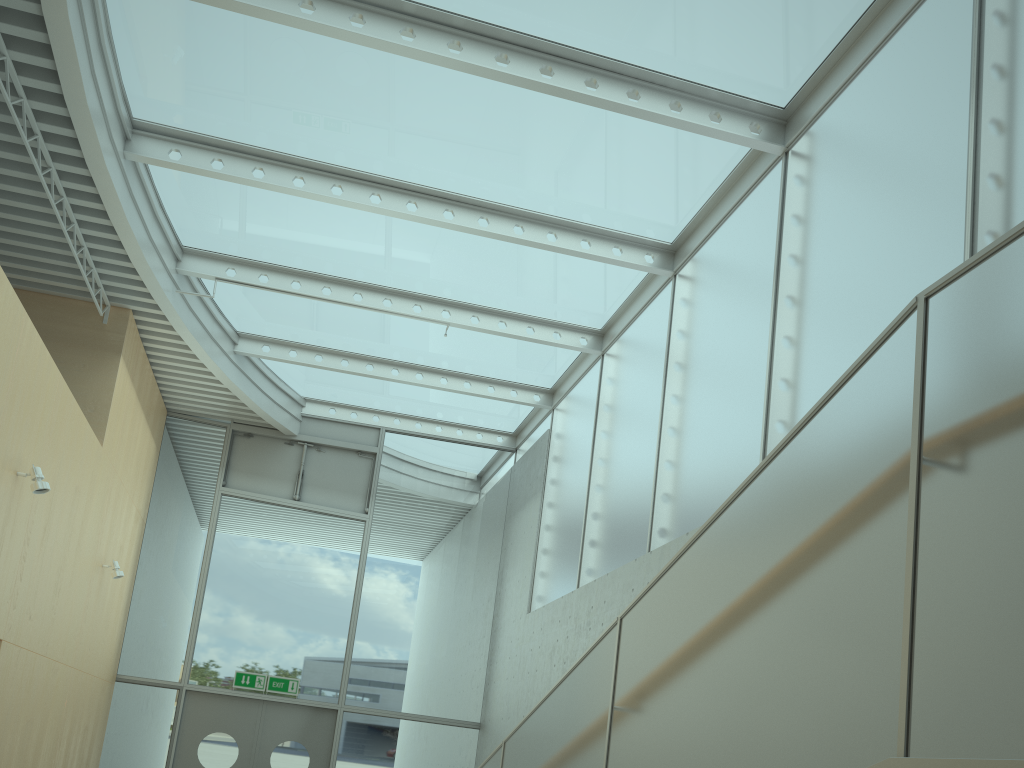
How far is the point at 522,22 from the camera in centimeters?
596cm

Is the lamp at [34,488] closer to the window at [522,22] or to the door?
the window at [522,22]

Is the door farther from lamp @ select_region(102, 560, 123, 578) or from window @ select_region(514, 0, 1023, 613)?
window @ select_region(514, 0, 1023, 613)

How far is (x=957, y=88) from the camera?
4.7m

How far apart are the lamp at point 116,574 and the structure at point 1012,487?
5.8 meters

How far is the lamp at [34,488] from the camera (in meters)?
5.86

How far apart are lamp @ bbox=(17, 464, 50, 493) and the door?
5.3 meters

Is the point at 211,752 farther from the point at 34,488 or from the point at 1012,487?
the point at 1012,487

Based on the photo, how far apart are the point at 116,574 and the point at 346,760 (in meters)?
3.73

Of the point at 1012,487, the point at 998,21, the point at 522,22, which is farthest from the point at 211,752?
the point at 1012,487
